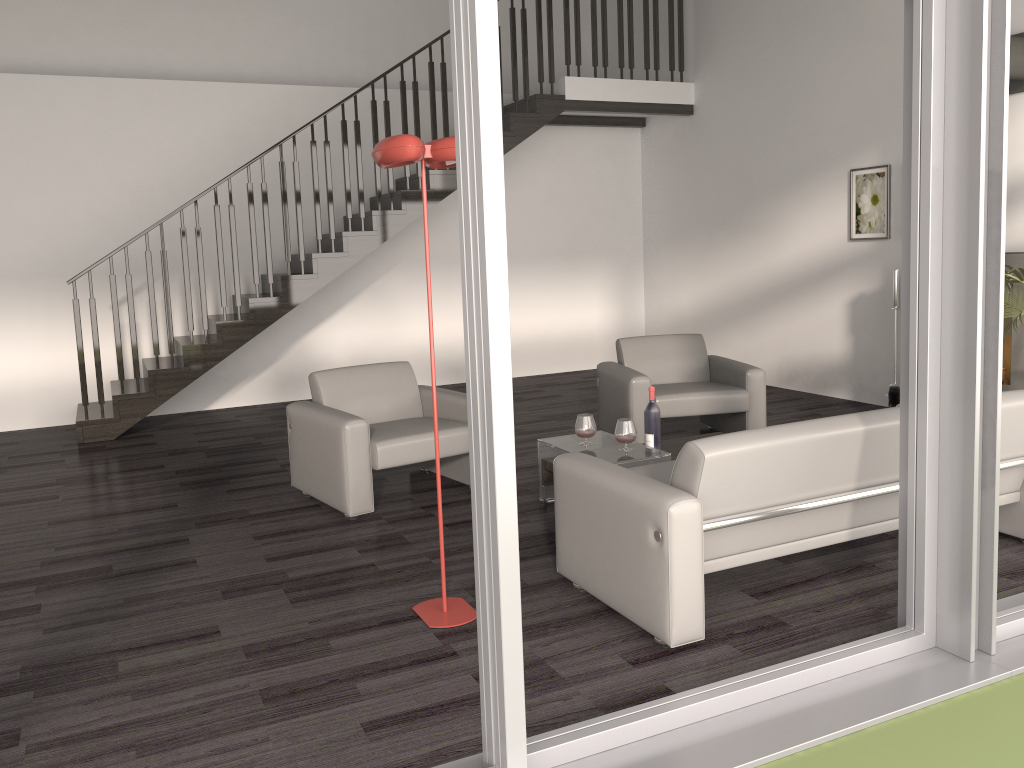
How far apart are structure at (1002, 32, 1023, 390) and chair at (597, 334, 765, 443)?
1.5m

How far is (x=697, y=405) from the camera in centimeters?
573cm

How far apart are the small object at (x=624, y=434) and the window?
1.61m

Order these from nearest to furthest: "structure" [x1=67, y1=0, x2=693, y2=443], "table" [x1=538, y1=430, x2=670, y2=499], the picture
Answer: "table" [x1=538, y1=430, x2=670, y2=499] < the picture < "structure" [x1=67, y1=0, x2=693, y2=443]

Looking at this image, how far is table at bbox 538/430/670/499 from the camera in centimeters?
433cm

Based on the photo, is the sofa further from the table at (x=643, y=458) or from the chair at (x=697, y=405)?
the chair at (x=697, y=405)

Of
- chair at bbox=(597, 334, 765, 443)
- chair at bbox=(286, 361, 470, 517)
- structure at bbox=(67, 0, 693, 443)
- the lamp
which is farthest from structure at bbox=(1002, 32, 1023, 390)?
the lamp

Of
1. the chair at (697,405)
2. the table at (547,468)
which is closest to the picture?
the chair at (697,405)

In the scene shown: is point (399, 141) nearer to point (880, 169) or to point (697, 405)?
point (697, 405)

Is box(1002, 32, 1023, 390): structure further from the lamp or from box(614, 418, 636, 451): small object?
the lamp
